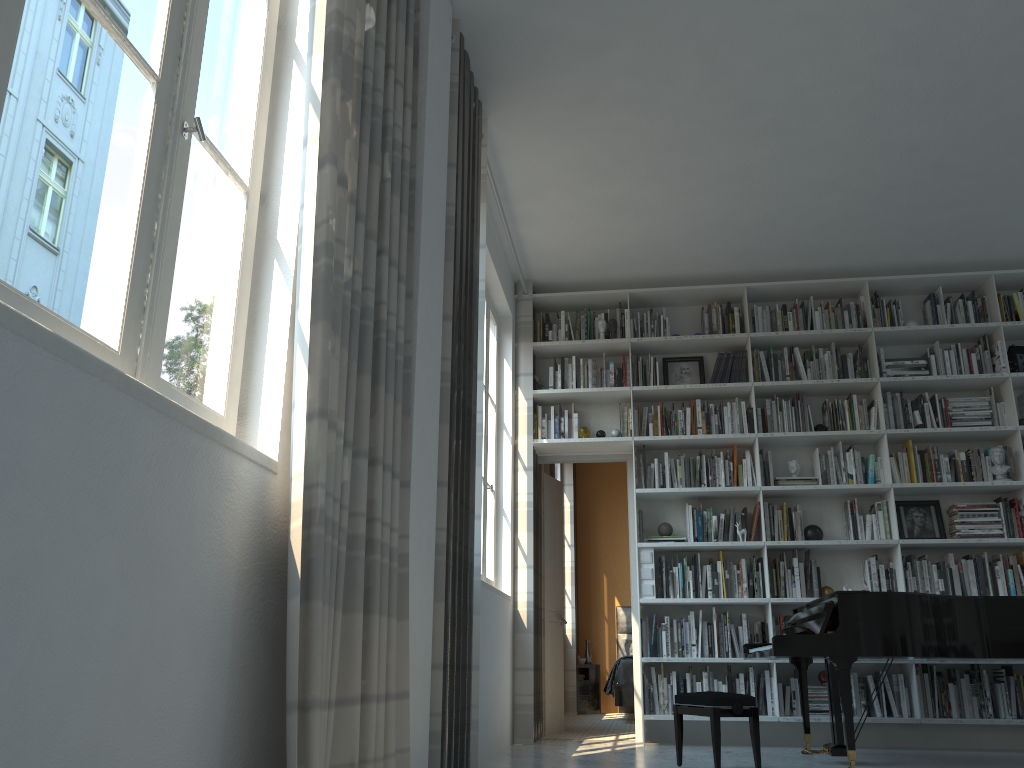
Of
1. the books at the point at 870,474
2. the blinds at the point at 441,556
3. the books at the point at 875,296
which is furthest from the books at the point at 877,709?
the blinds at the point at 441,556

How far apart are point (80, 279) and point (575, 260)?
4.95m

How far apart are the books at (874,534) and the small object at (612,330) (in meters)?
2.24

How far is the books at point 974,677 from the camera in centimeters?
554cm

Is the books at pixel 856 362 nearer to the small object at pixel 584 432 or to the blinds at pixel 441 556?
the small object at pixel 584 432

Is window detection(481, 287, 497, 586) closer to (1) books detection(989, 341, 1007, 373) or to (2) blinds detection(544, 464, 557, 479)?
(2) blinds detection(544, 464, 557, 479)

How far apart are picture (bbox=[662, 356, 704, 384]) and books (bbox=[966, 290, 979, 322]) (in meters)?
1.95

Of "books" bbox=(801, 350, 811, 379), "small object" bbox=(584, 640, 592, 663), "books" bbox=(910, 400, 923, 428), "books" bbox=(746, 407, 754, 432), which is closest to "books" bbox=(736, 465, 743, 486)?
"books" bbox=(746, 407, 754, 432)

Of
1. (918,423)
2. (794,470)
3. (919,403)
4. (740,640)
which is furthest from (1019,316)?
(740,640)

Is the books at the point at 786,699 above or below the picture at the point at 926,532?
below
